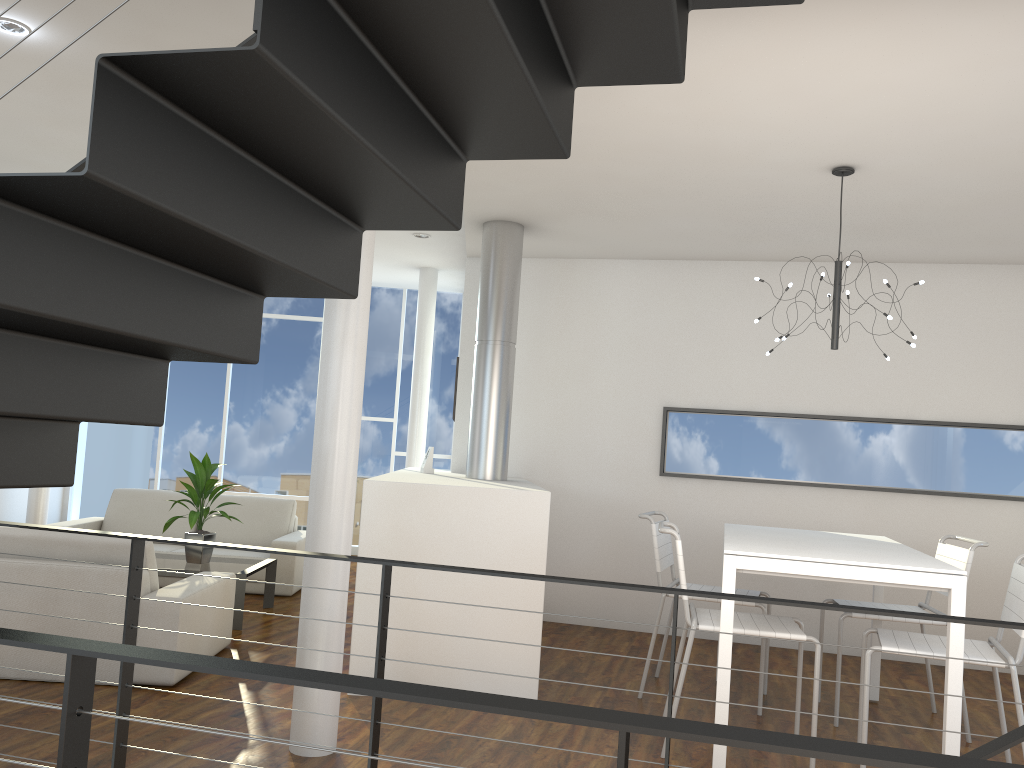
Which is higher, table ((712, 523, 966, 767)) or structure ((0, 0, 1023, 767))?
structure ((0, 0, 1023, 767))

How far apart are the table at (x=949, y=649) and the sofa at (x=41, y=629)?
2.0 meters

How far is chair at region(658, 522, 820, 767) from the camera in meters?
3.0 m

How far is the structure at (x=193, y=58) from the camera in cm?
122

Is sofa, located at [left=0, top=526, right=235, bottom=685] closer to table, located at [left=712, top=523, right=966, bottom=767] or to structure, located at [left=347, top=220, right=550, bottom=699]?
structure, located at [left=347, top=220, right=550, bottom=699]

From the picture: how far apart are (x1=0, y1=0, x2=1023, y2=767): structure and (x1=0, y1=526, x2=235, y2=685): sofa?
Answer: 1.15m

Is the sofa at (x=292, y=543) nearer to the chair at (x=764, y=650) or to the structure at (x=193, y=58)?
the chair at (x=764, y=650)

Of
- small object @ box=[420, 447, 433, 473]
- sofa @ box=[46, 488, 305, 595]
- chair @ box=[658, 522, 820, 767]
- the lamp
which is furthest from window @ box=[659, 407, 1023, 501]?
sofa @ box=[46, 488, 305, 595]

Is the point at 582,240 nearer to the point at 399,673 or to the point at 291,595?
the point at 399,673

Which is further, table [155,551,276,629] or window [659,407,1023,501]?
window [659,407,1023,501]
